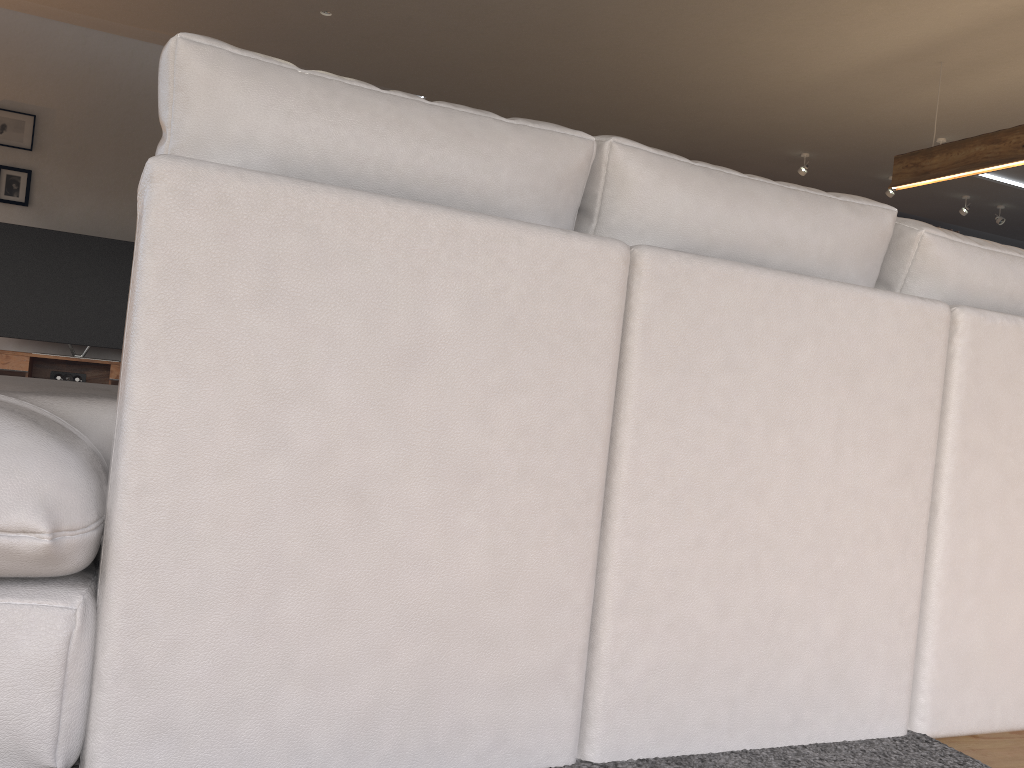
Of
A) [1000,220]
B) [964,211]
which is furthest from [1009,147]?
[1000,220]

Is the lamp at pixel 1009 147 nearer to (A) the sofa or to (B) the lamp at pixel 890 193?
(B) the lamp at pixel 890 193

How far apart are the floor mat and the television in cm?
588

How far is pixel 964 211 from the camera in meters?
8.2 m

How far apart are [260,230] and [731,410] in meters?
0.7

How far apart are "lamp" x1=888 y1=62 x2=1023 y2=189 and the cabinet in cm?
529

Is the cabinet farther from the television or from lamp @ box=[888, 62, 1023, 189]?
lamp @ box=[888, 62, 1023, 189]

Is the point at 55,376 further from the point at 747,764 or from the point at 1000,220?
the point at 1000,220

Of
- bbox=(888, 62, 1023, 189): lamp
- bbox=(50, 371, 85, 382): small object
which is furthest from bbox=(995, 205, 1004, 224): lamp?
bbox=(50, 371, 85, 382): small object

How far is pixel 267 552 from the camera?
1.06m
